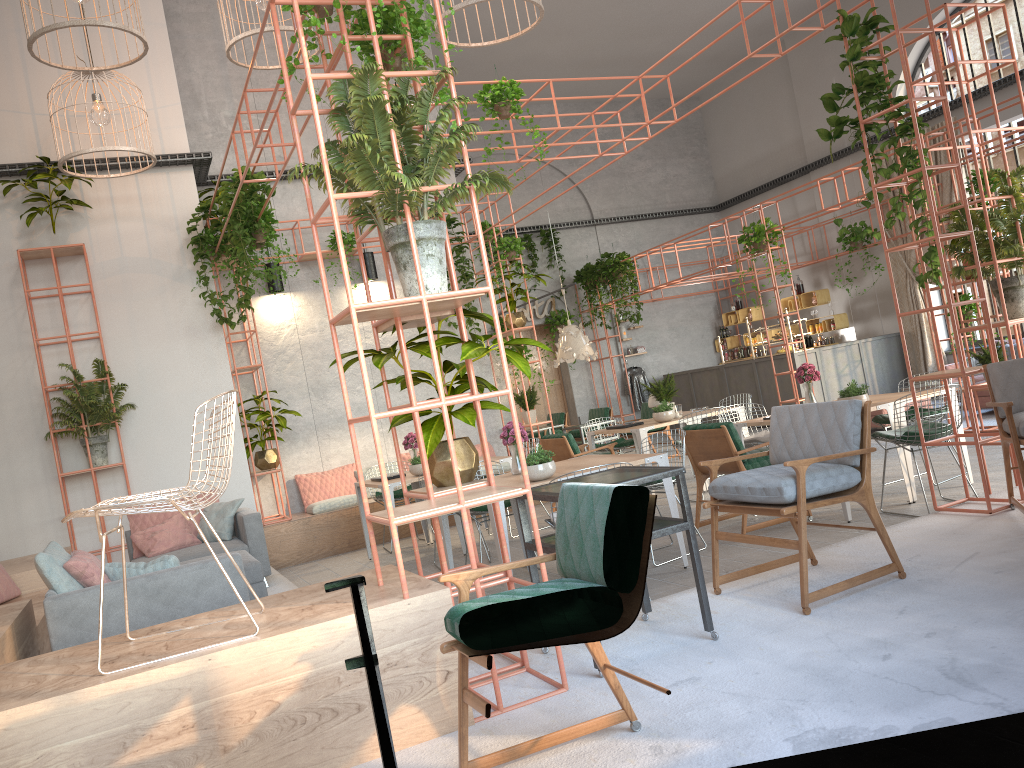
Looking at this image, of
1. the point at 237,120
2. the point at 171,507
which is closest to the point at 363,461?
the point at 171,507

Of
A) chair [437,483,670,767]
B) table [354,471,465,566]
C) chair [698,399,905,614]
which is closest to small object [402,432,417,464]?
table [354,471,465,566]

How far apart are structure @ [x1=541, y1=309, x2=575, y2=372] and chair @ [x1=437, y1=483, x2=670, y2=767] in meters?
15.2

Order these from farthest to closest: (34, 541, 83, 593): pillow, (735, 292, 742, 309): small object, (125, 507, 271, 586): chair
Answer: (735, 292, 742, 309): small object, (125, 507, 271, 586): chair, (34, 541, 83, 593): pillow

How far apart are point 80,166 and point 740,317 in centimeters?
1336cm

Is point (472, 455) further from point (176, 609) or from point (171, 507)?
point (171, 507)

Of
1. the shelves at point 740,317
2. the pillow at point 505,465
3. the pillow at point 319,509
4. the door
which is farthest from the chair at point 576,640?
the shelves at point 740,317

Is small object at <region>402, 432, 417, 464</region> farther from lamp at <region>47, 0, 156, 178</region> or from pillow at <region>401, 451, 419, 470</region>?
lamp at <region>47, 0, 156, 178</region>

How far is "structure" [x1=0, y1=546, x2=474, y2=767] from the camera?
3.0 meters

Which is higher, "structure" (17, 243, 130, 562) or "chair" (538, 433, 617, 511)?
"structure" (17, 243, 130, 562)
